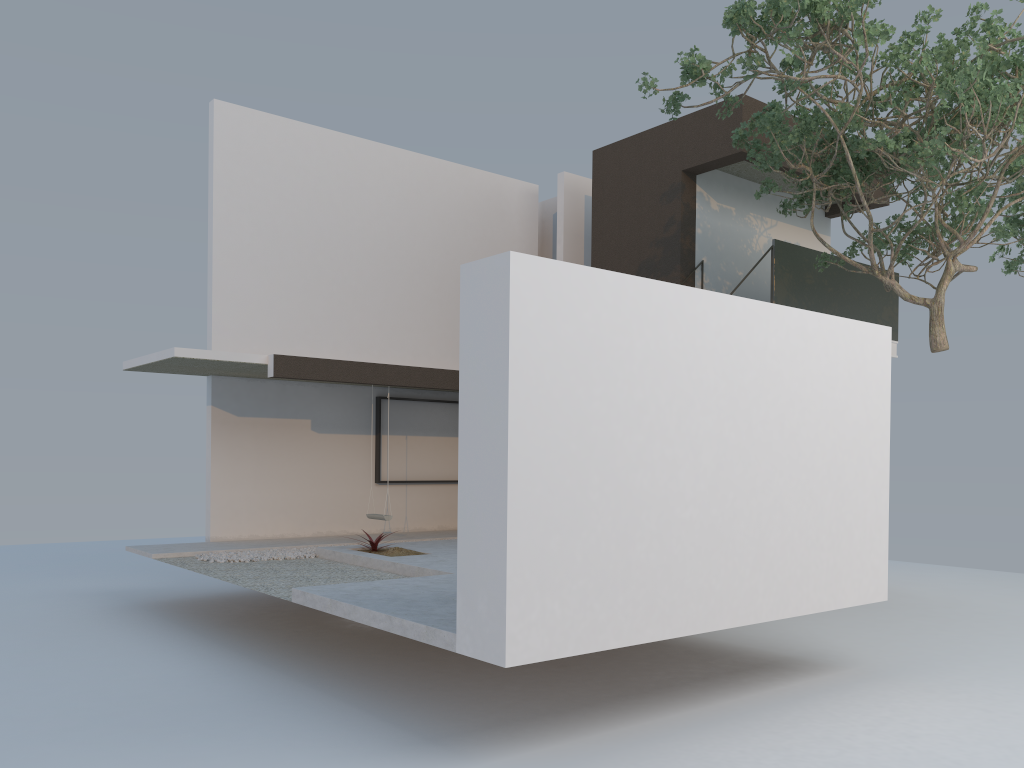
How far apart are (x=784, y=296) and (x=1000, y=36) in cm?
436

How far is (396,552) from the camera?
9.7 meters

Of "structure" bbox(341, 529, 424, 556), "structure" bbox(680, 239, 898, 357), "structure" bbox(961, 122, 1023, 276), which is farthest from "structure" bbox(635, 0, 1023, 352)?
A: "structure" bbox(341, 529, 424, 556)

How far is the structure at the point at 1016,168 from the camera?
11.53m

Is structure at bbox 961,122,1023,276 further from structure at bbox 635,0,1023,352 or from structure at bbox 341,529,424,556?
structure at bbox 341,529,424,556

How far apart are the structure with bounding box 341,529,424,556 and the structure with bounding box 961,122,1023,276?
8.9m

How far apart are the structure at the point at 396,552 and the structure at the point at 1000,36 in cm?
542

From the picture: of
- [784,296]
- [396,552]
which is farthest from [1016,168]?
[396,552]

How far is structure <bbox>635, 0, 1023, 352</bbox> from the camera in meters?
7.8 m

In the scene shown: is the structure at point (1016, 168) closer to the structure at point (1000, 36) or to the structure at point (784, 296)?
the structure at point (1000, 36)
